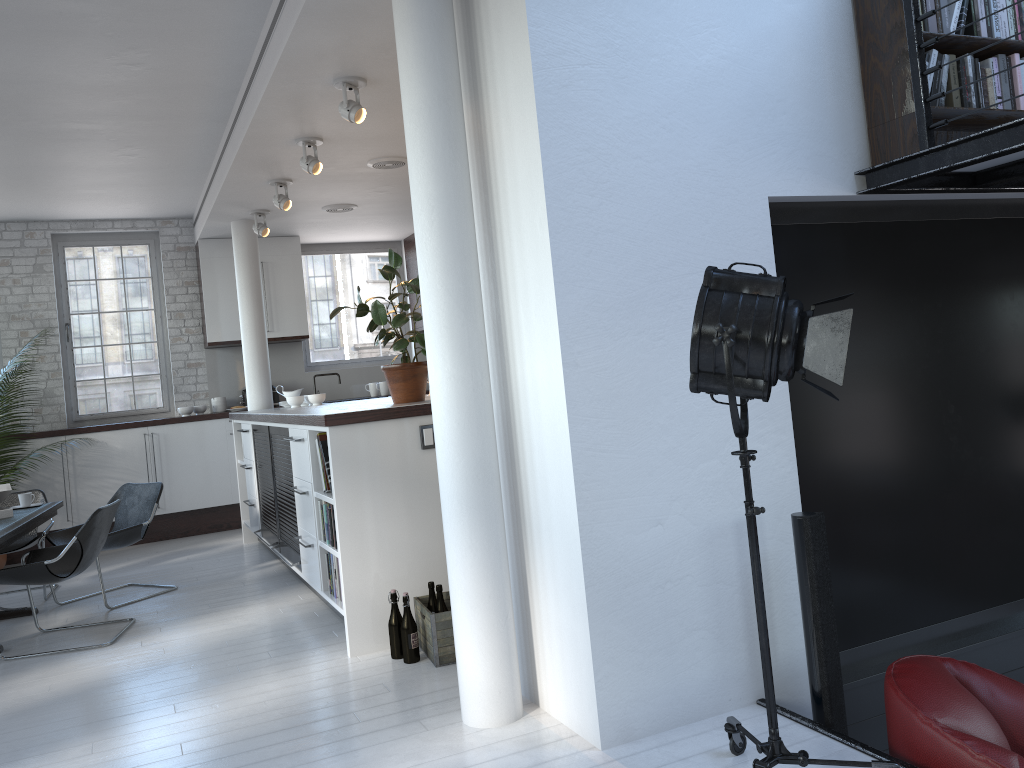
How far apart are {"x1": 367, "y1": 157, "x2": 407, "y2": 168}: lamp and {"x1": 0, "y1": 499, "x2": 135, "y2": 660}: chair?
3.00m

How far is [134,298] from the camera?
9.3m

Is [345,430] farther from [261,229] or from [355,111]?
[261,229]

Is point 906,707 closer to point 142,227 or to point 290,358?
point 290,358

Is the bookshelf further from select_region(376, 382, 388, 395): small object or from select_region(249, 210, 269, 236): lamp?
select_region(376, 382, 388, 395): small object

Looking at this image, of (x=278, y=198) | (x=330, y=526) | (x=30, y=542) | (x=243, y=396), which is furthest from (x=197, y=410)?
(x=330, y=526)

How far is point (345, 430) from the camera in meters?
4.4

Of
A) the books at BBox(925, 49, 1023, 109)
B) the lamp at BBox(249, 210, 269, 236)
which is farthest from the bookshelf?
the lamp at BBox(249, 210, 269, 236)

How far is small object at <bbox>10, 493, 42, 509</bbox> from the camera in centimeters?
629cm

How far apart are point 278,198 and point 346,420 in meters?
3.2
